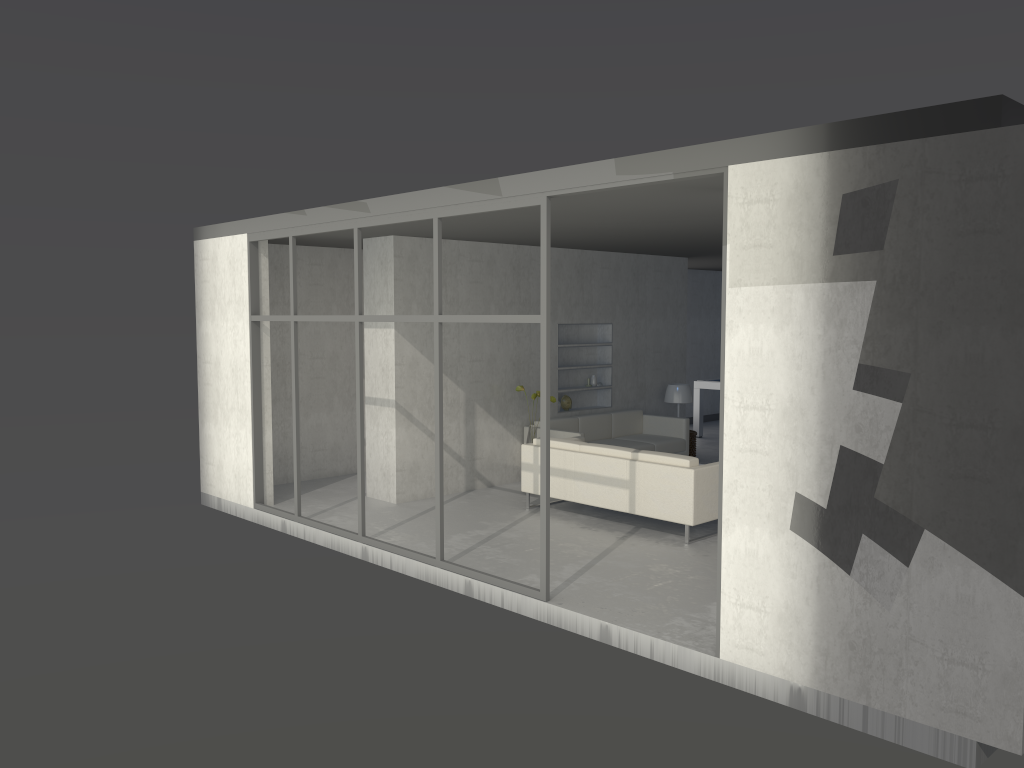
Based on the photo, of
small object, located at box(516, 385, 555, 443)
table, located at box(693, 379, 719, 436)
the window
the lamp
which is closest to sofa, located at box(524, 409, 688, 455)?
small object, located at box(516, 385, 555, 443)

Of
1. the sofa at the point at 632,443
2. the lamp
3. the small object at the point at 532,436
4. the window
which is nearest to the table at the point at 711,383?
the lamp

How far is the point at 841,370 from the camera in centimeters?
401cm

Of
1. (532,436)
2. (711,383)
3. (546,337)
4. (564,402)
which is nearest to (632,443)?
(564,402)

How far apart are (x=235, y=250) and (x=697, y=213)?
4.2 meters

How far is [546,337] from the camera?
5.3m

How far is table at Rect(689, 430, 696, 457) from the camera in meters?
10.7

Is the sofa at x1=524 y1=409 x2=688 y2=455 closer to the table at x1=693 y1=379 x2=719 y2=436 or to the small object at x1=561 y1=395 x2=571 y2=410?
the small object at x1=561 y1=395 x2=571 y2=410

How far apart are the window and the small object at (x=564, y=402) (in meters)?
3.46

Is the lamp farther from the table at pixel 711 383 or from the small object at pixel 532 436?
the small object at pixel 532 436
